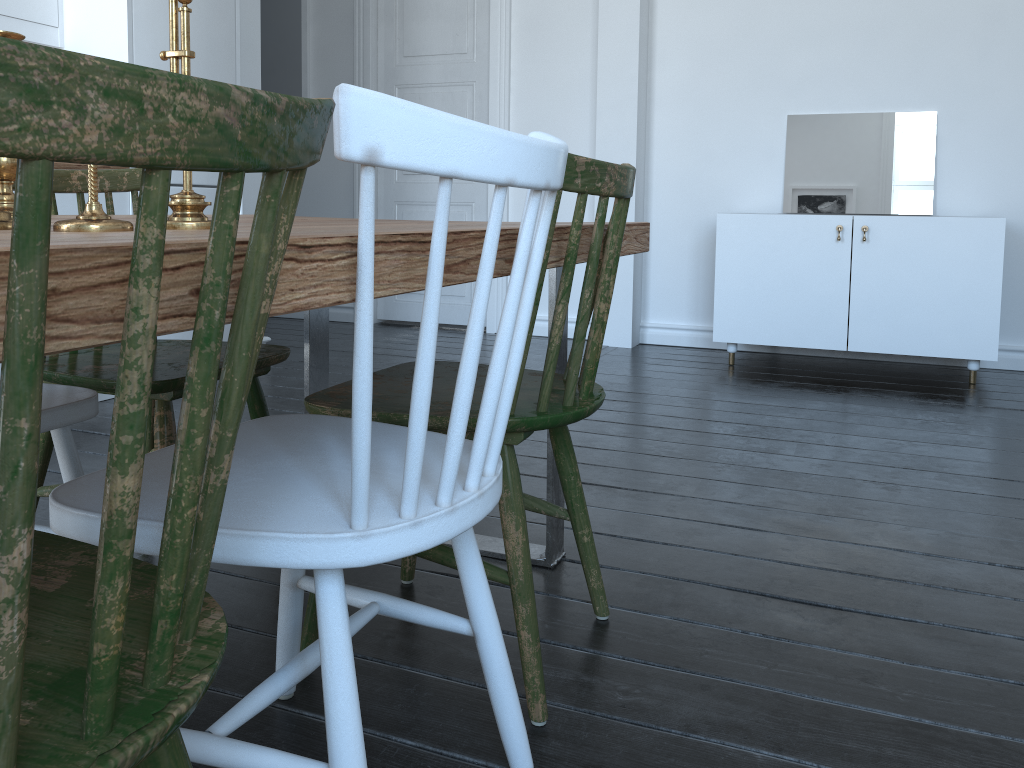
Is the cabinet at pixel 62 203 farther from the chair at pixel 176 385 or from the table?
the table

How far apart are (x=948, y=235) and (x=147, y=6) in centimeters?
332cm

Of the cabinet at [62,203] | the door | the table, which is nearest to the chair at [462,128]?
the table

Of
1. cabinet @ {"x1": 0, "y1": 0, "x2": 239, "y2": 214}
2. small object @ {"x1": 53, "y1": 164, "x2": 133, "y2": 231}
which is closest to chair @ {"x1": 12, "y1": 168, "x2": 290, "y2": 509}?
small object @ {"x1": 53, "y1": 164, "x2": 133, "y2": 231}

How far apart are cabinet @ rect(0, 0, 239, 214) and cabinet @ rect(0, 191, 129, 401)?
0.5 meters

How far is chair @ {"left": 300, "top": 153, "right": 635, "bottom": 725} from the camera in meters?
1.3

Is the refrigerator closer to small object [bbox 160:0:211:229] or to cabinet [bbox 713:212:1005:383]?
cabinet [bbox 713:212:1005:383]

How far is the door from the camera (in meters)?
4.98

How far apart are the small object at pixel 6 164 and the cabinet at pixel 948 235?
3.4 meters

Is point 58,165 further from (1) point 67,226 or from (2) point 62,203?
(1) point 67,226
